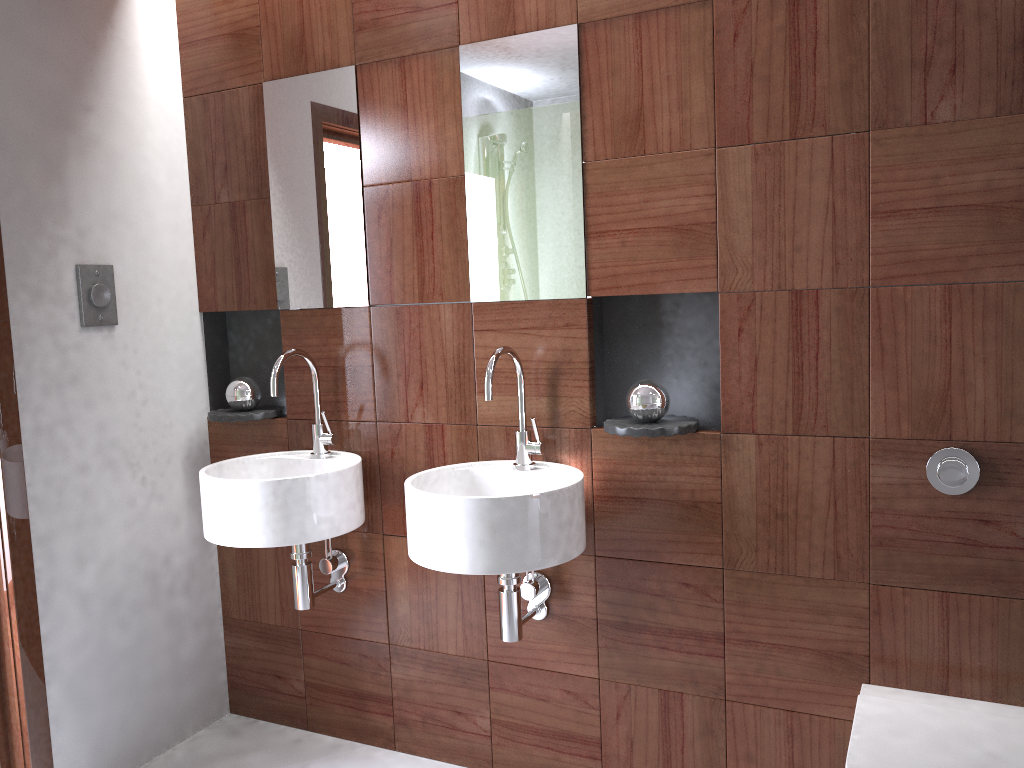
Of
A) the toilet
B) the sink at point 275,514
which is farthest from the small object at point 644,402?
the toilet

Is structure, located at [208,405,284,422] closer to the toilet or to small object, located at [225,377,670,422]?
small object, located at [225,377,670,422]

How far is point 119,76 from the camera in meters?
2.4 m

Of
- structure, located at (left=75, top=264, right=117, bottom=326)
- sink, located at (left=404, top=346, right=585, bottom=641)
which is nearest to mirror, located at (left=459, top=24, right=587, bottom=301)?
sink, located at (left=404, top=346, right=585, bottom=641)

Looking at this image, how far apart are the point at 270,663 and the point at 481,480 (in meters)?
1.03

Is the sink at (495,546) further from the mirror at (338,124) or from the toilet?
the toilet

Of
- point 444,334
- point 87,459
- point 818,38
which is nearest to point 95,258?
point 87,459

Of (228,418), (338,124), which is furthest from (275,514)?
(338,124)

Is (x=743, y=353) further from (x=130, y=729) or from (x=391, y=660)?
(x=130, y=729)

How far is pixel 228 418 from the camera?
2.5 meters
